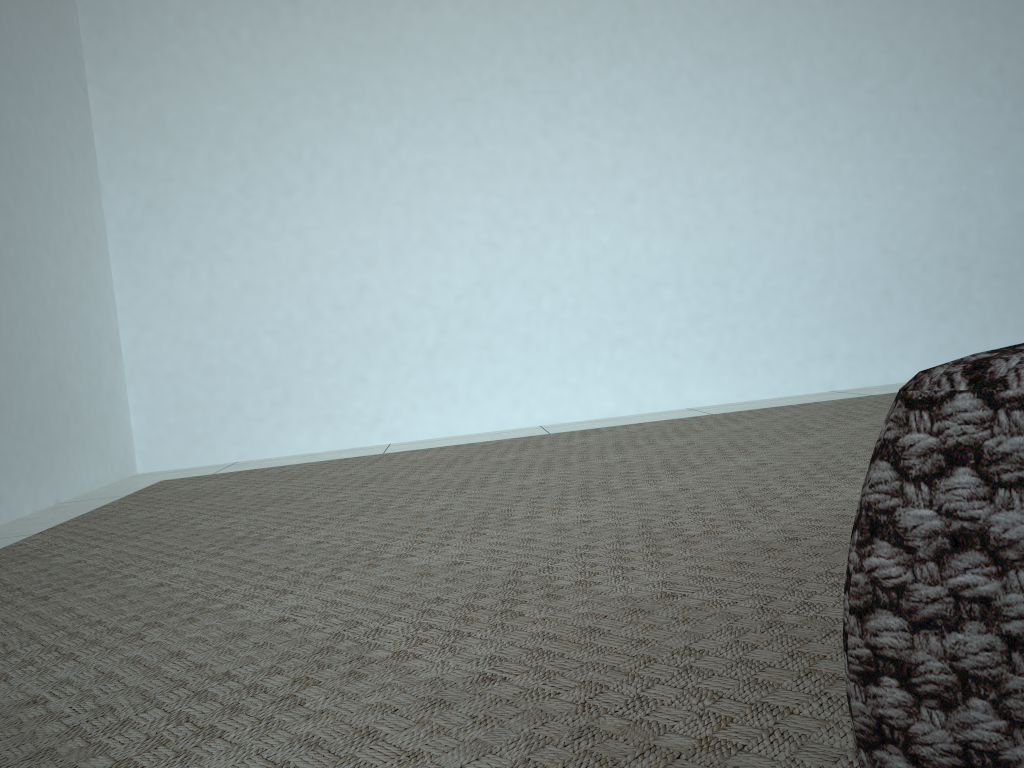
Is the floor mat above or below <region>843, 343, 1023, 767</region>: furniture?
below

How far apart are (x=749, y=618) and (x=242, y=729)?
0.4 meters

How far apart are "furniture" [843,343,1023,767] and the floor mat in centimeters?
26cm

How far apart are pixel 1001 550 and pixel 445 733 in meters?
0.5 m

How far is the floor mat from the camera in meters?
0.6 m

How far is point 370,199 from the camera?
2.92m

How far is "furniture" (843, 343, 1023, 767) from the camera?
0.26m

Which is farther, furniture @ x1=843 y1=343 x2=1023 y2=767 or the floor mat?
the floor mat
